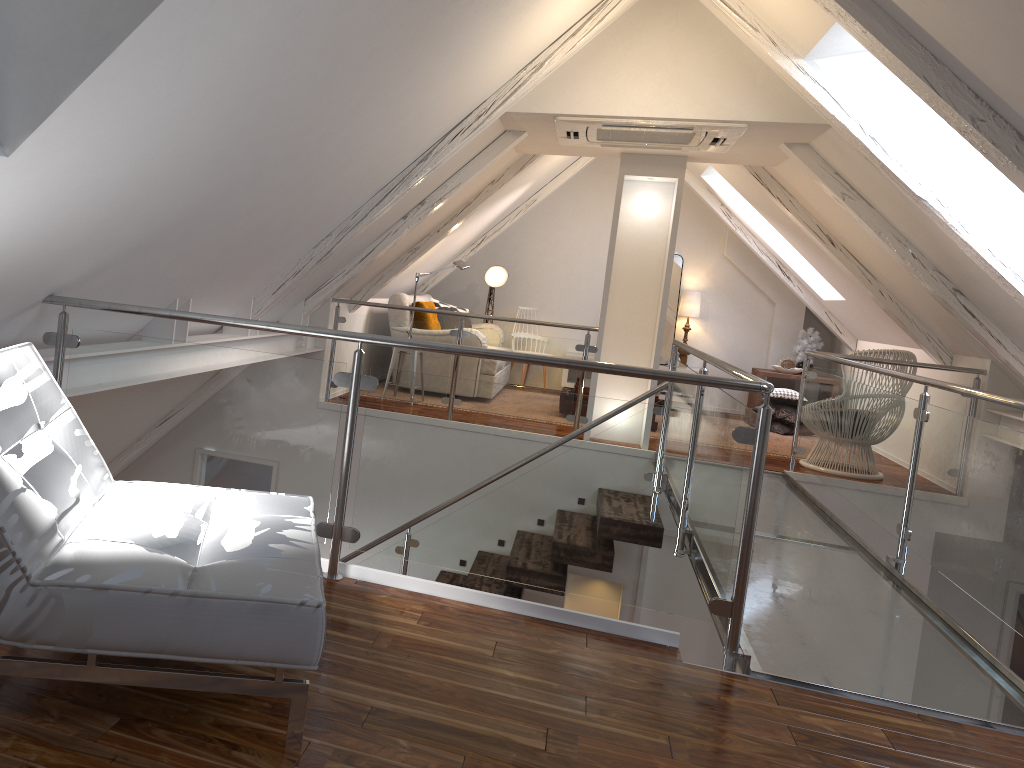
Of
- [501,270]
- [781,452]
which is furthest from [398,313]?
[781,452]

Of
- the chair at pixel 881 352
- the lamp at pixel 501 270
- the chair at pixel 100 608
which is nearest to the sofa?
the lamp at pixel 501 270

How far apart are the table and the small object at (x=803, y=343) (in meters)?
0.28

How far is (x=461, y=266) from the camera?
6.7 meters

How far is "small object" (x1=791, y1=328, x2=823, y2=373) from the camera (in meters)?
8.13

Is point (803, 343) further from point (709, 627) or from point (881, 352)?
point (709, 627)

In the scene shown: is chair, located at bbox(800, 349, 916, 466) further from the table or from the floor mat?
the table

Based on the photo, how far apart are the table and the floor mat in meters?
0.9 m

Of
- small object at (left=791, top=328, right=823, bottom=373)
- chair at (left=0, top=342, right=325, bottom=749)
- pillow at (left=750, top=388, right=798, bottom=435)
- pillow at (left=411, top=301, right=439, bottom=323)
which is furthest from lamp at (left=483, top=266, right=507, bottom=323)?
chair at (left=0, top=342, right=325, bottom=749)

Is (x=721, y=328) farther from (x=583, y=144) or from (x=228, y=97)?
(x=228, y=97)
